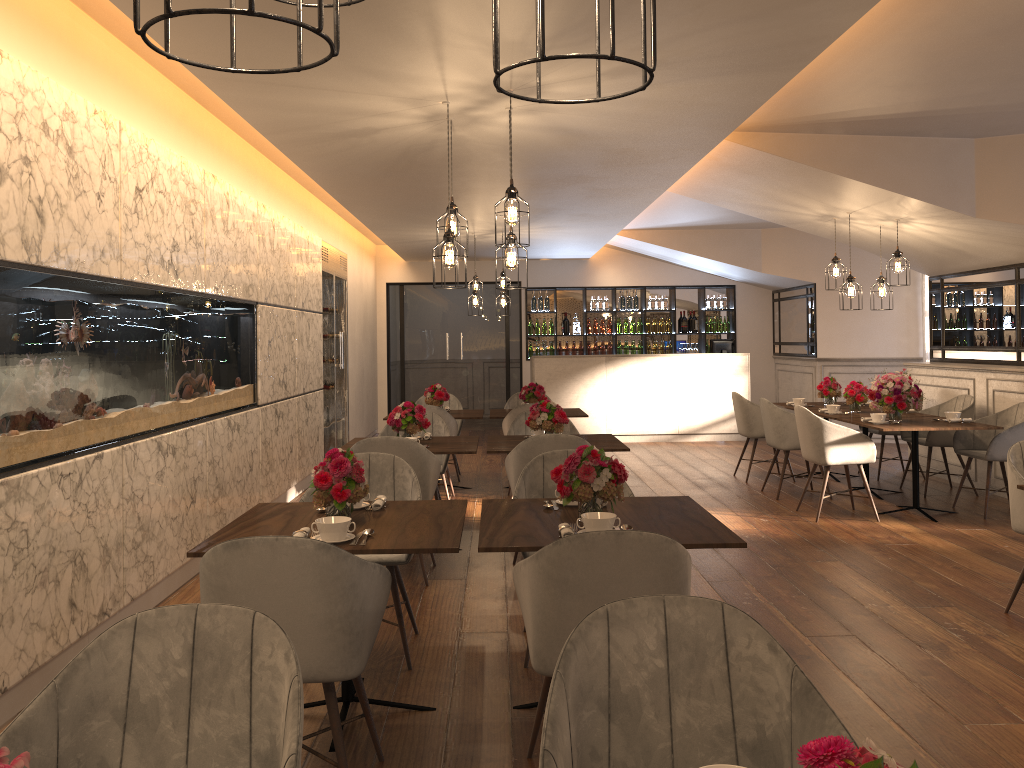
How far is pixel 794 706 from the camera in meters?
1.7

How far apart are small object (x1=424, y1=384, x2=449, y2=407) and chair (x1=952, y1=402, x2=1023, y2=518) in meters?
4.4 m

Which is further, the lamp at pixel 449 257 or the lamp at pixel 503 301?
the lamp at pixel 503 301

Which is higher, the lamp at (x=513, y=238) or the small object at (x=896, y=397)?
the lamp at (x=513, y=238)

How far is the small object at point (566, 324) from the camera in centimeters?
1383cm

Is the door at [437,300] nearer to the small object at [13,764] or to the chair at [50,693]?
the chair at [50,693]

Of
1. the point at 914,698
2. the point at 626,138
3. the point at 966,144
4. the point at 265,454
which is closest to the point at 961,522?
the point at 966,144

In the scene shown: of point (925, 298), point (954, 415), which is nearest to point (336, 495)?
point (954, 415)

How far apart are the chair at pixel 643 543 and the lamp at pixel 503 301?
7.6 meters

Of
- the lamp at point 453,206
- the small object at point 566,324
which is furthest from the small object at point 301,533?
the small object at point 566,324
